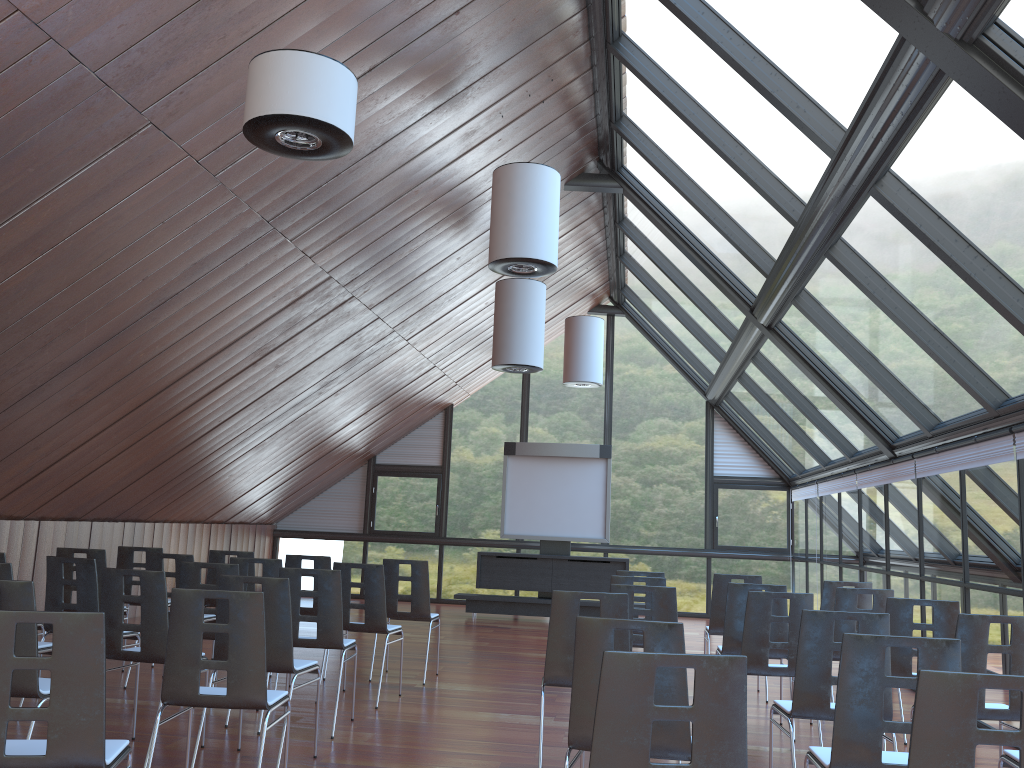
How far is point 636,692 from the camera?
2.8m

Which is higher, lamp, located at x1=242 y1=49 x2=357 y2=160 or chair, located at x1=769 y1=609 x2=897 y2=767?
lamp, located at x1=242 y1=49 x2=357 y2=160

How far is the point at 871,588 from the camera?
8.3 meters

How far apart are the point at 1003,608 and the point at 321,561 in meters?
6.2 m

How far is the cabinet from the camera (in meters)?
14.95

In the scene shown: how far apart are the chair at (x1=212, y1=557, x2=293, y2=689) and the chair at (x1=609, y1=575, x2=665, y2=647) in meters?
3.0

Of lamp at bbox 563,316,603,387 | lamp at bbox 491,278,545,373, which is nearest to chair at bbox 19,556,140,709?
lamp at bbox 491,278,545,373

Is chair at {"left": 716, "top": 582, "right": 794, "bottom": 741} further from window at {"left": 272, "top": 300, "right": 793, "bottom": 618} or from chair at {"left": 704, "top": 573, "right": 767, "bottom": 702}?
window at {"left": 272, "top": 300, "right": 793, "bottom": 618}

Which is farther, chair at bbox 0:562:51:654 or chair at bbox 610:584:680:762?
chair at bbox 610:584:680:762

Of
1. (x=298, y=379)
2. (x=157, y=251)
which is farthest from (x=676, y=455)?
(x=157, y=251)
